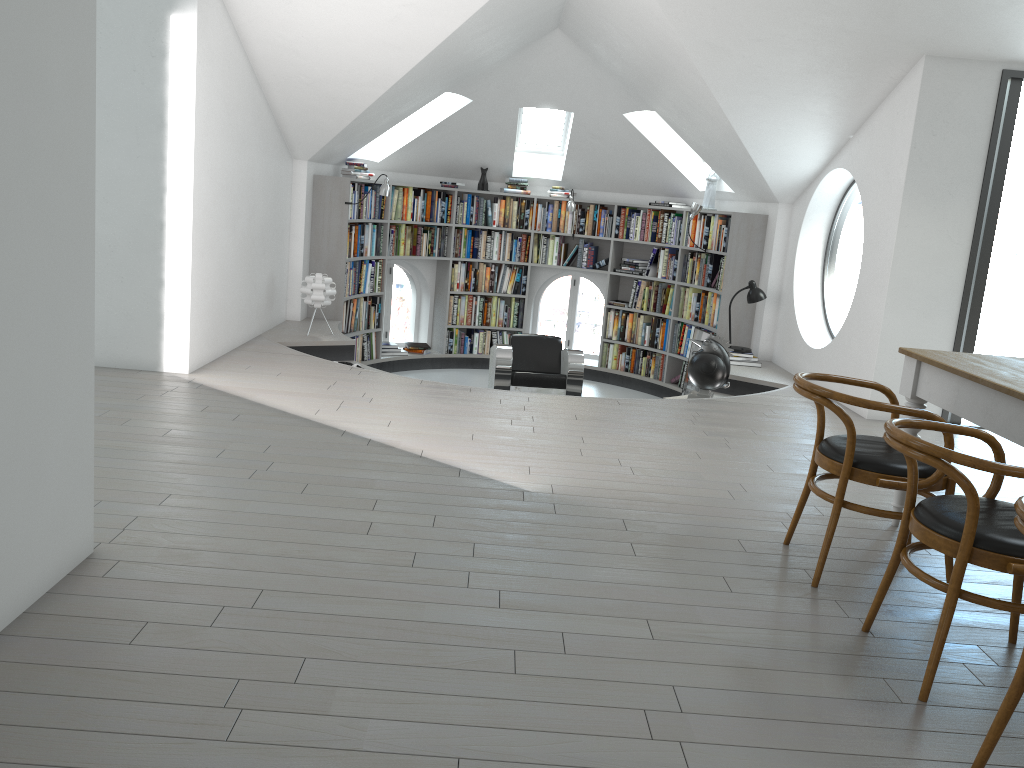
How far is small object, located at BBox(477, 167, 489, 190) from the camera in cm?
996

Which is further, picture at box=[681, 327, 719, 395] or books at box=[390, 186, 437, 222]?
books at box=[390, 186, 437, 222]

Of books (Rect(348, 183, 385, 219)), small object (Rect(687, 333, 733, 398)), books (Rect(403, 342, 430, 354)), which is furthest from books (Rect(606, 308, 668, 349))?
books (Rect(348, 183, 385, 219))

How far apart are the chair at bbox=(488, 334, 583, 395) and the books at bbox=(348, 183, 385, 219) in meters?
1.9

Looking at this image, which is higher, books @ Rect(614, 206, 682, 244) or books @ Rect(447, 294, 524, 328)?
books @ Rect(614, 206, 682, 244)

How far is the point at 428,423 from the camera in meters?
5.0 m

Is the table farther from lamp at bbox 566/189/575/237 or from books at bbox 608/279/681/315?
lamp at bbox 566/189/575/237

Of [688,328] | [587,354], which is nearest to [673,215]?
[688,328]

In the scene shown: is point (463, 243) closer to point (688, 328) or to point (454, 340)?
point (454, 340)

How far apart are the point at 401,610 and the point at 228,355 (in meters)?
4.13
